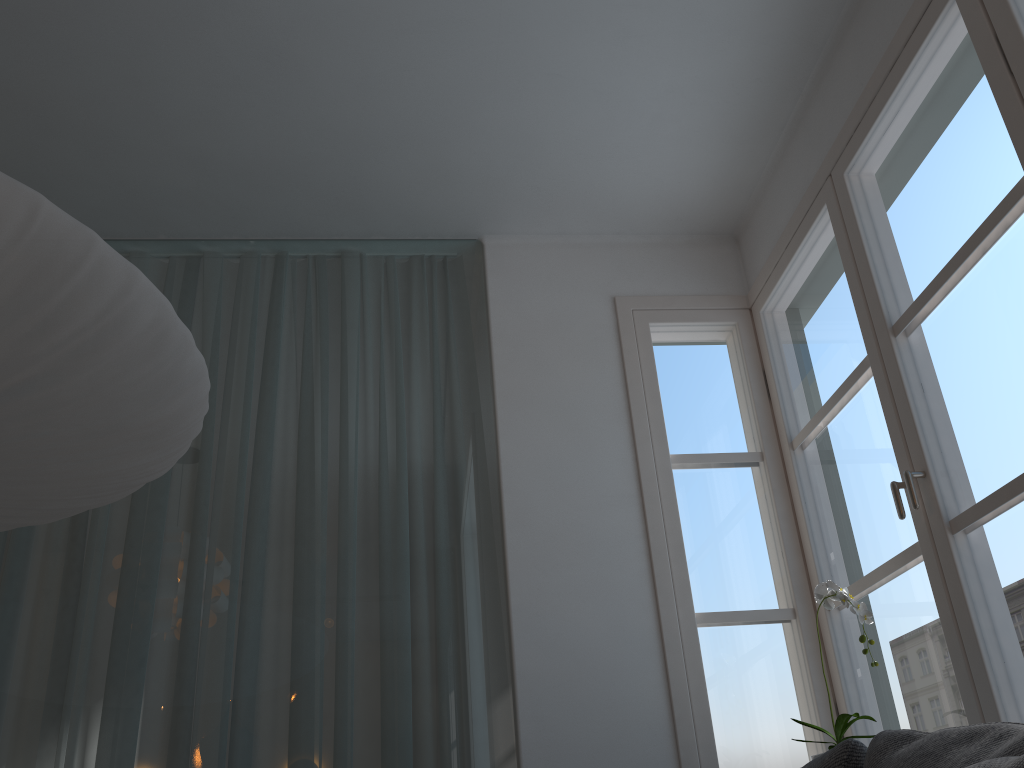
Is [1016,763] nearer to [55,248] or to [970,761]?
[970,761]

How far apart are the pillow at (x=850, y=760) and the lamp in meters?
1.2

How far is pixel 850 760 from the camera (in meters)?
1.33

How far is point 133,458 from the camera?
1.7m

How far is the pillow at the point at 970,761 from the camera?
0.98m

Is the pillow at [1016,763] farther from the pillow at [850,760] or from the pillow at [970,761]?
the pillow at [850,760]

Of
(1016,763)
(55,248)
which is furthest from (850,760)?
(55,248)

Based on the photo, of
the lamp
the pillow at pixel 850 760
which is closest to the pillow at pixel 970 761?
the pillow at pixel 850 760

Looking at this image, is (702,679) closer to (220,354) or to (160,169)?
(220,354)

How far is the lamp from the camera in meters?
1.3 m
